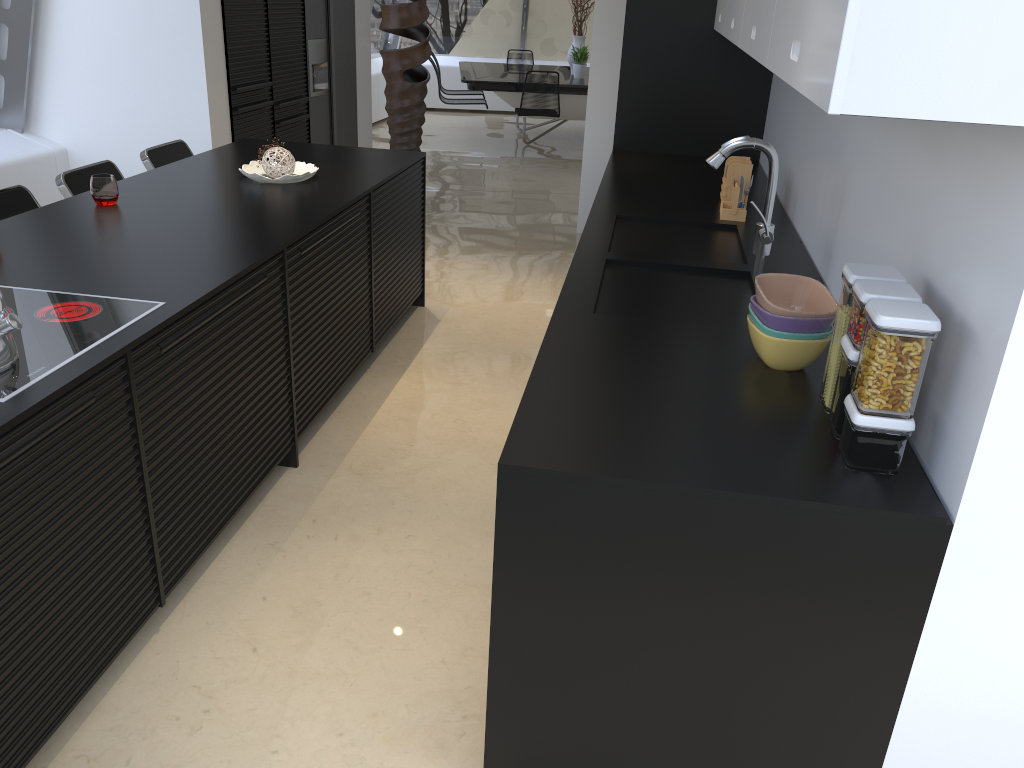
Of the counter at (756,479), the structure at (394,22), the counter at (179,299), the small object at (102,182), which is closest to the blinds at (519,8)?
the structure at (394,22)

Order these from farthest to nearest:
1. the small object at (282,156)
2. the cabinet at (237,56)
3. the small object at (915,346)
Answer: the cabinet at (237,56), the small object at (282,156), the small object at (915,346)

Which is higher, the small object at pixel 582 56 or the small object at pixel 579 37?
the small object at pixel 579 37

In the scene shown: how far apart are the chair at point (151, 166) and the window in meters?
1.4

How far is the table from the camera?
9.40m

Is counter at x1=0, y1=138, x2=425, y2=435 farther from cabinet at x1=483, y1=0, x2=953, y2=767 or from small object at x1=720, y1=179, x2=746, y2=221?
small object at x1=720, y1=179, x2=746, y2=221

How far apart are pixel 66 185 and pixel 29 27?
2.0m

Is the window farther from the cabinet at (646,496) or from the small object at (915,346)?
the small object at (915,346)

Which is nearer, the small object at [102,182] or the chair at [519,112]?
the small object at [102,182]

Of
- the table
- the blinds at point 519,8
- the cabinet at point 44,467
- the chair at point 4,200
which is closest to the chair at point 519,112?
the table
